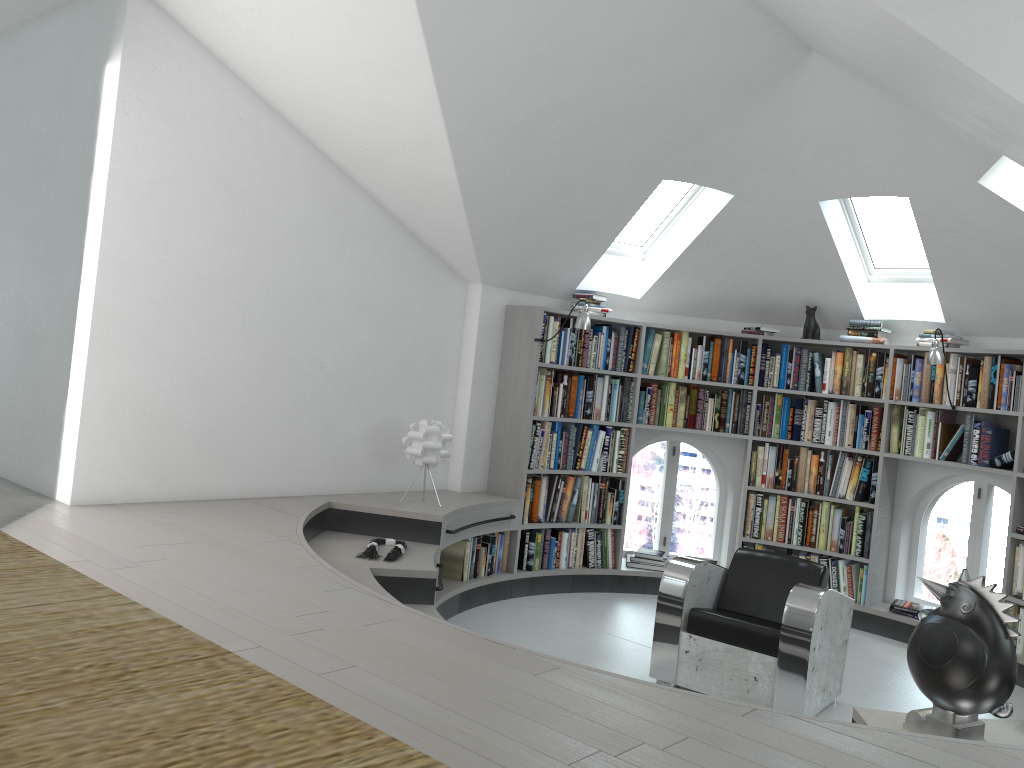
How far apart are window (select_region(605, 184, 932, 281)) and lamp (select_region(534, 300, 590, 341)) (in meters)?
0.95

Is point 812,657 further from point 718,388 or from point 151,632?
point 151,632

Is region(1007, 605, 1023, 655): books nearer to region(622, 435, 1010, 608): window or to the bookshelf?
the bookshelf

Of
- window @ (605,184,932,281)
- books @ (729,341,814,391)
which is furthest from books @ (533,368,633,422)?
window @ (605,184,932,281)

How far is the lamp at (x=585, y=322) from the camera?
5.99m

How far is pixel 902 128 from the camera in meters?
5.0

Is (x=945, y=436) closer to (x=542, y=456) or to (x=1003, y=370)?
(x=1003, y=370)

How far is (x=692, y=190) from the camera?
6.3 meters

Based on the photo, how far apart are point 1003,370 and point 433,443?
3.7 meters

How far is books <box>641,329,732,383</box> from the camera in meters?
6.8 m
